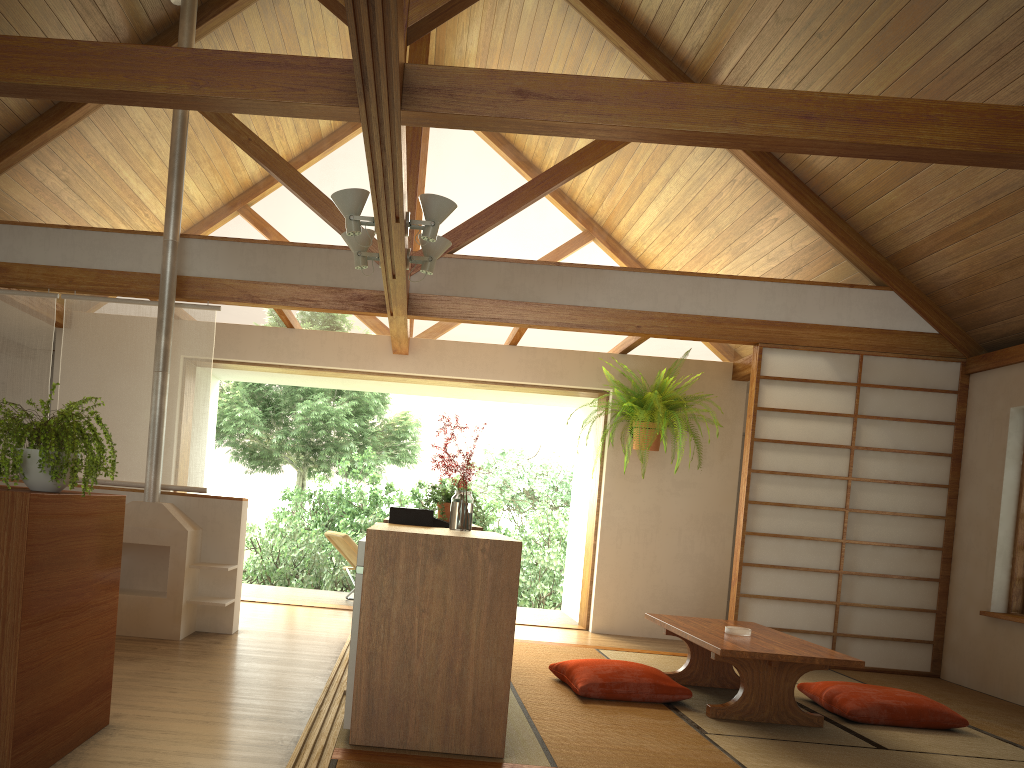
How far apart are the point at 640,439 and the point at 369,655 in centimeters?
410cm

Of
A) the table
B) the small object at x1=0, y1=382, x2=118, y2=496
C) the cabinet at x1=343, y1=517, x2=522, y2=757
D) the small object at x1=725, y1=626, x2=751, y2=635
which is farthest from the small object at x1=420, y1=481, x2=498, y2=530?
the small object at x1=0, y1=382, x2=118, y2=496

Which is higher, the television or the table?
the television

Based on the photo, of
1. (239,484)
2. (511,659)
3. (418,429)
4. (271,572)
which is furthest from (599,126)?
(239,484)

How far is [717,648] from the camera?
3.8 meters

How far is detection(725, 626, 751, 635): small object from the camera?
4.35m

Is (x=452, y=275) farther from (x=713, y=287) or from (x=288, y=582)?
(x=288, y=582)

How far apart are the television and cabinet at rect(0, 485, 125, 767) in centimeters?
116cm

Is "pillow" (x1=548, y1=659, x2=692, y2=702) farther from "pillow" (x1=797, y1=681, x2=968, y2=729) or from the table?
"pillow" (x1=797, y1=681, x2=968, y2=729)

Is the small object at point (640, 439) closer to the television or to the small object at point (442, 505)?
the small object at point (442, 505)
